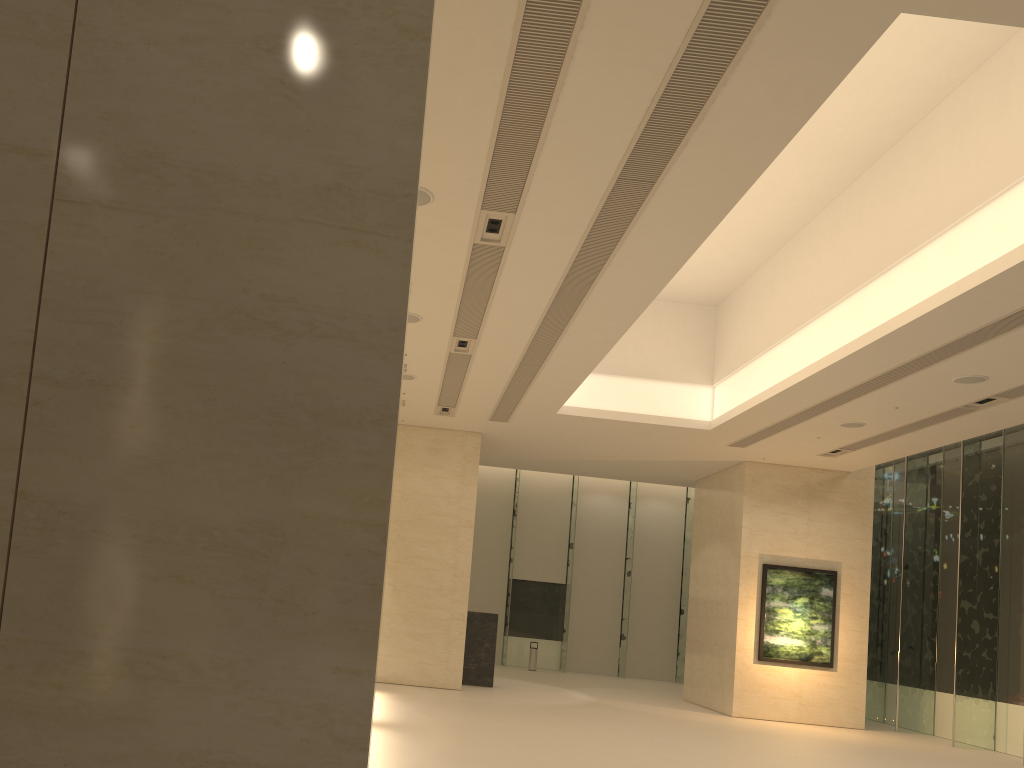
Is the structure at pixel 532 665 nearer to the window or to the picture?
the window

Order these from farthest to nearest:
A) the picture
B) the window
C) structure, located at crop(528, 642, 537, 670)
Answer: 1. structure, located at crop(528, 642, 537, 670)
2. the picture
3. the window

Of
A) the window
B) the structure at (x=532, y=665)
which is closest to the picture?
the window

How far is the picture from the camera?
19.9m

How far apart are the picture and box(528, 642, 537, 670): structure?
10.1m

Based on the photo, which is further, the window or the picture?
the picture

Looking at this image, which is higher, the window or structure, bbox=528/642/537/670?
the window

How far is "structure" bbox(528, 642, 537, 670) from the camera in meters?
28.2

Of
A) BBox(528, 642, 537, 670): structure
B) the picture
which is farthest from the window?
the picture

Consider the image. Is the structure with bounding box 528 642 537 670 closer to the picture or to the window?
the window
